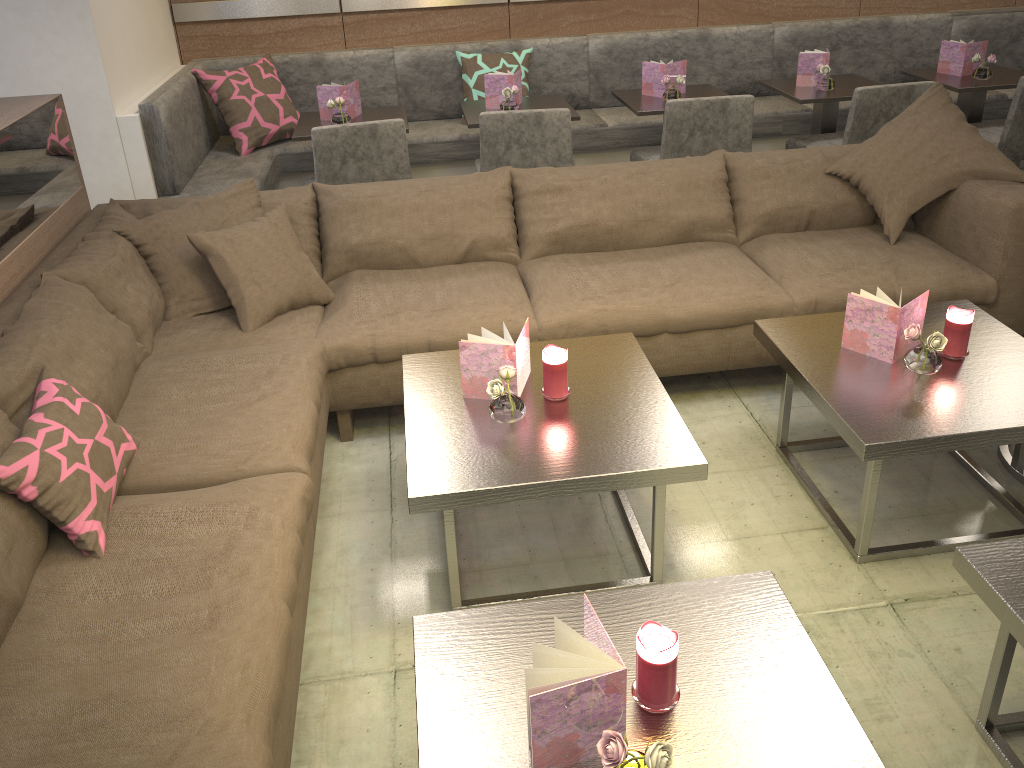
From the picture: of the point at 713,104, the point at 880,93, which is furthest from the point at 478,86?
the point at 880,93

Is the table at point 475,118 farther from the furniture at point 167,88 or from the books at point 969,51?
the books at point 969,51

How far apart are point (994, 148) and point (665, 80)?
1.5 meters

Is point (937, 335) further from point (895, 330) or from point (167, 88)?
point (167, 88)

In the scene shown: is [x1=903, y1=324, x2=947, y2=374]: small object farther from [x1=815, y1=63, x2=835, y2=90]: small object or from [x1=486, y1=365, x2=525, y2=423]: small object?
[x1=815, y1=63, x2=835, y2=90]: small object

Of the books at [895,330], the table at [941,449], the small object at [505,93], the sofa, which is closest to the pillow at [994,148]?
the sofa

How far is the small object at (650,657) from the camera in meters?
1.3

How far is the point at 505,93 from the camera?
3.92m

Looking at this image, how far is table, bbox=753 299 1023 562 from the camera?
2.0m

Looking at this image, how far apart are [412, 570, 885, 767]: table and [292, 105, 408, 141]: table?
2.73m
